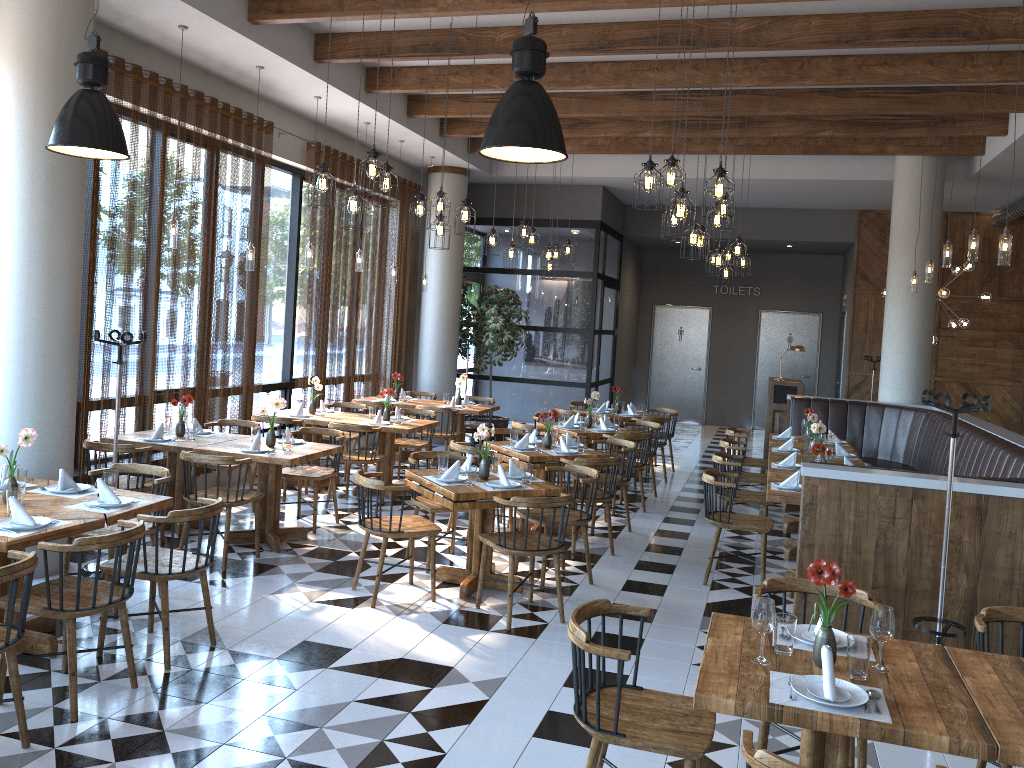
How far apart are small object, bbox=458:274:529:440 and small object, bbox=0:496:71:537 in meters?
9.0 m

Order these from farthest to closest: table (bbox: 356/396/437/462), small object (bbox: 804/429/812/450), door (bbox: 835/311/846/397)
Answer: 1. door (bbox: 835/311/846/397)
2. table (bbox: 356/396/437/462)
3. small object (bbox: 804/429/812/450)

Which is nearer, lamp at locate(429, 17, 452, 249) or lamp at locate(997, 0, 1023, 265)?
lamp at locate(997, 0, 1023, 265)

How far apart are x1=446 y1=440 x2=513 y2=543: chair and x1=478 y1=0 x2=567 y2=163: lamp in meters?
3.8 m

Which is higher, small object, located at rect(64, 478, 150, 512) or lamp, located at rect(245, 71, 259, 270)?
lamp, located at rect(245, 71, 259, 270)

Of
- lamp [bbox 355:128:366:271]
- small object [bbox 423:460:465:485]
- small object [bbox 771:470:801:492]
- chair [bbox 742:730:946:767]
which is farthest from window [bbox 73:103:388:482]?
chair [bbox 742:730:946:767]

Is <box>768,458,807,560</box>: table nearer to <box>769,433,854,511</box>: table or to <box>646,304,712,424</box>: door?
<box>769,433,854,511</box>: table

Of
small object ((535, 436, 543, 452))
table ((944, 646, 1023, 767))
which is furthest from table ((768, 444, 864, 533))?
table ((944, 646, 1023, 767))

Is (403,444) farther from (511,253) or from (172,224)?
(172,224)

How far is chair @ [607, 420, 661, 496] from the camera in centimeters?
988cm
